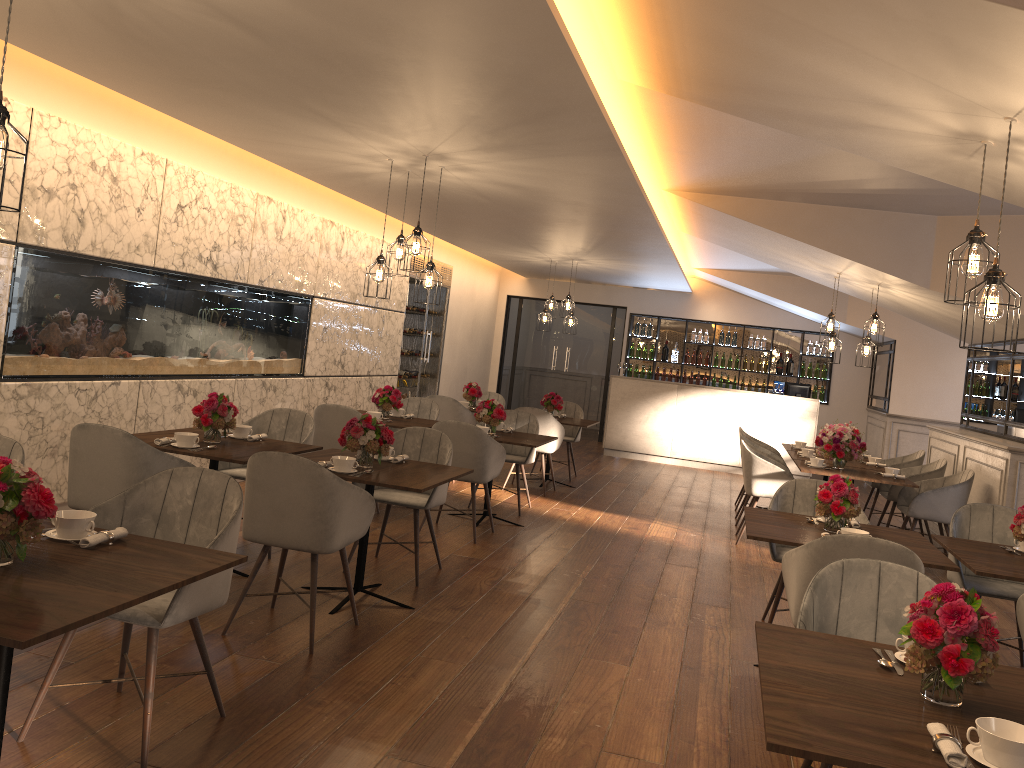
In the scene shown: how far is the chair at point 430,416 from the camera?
8.4m

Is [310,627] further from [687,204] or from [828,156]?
[687,204]

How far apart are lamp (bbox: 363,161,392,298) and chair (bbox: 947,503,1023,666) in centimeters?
387cm

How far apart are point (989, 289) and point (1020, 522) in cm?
167

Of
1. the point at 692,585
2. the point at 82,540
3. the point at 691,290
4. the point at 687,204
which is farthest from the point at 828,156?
the point at 691,290

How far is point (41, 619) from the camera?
2.0m

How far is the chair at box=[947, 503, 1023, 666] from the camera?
Result: 4.69m

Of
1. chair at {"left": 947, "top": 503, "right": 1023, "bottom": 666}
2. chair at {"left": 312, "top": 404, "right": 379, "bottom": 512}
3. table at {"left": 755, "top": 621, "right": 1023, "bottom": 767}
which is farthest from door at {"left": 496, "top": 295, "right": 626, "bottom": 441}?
table at {"left": 755, "top": 621, "right": 1023, "bottom": 767}

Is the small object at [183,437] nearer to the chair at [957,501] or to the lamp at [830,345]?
the chair at [957,501]

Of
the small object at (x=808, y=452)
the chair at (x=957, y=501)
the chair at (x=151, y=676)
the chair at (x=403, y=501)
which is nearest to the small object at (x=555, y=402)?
the small object at (x=808, y=452)
